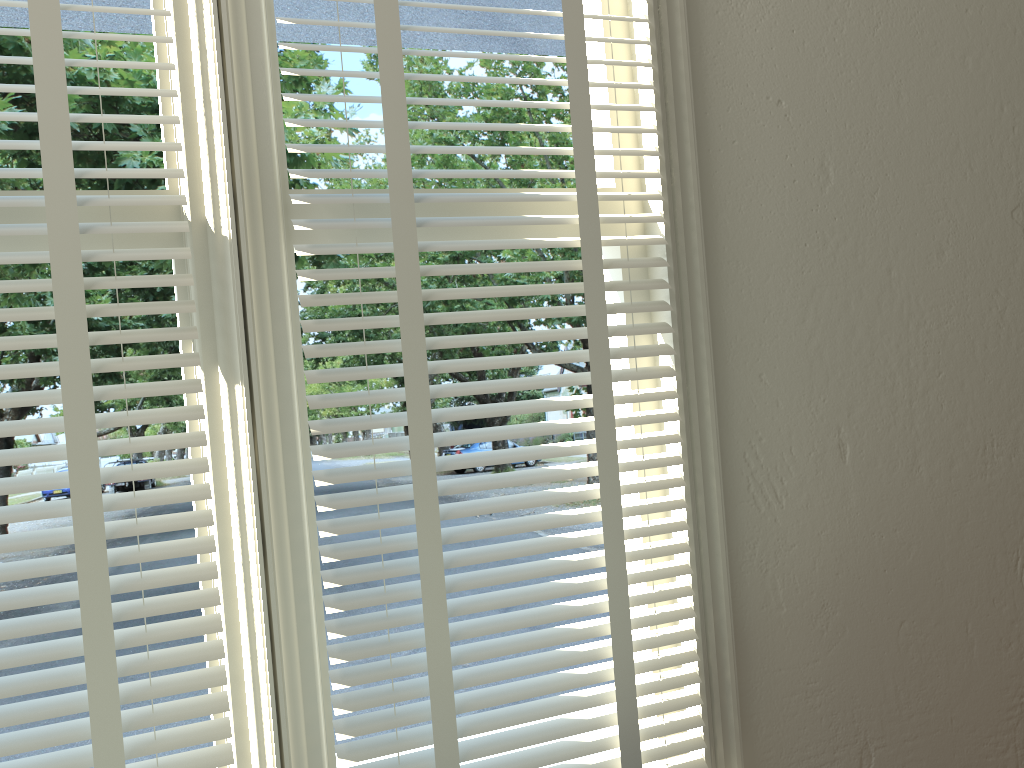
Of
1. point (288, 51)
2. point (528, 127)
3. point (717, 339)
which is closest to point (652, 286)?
point (717, 339)

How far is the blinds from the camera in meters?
1.0 m

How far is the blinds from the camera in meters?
1.0 m

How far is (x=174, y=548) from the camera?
1.1 meters

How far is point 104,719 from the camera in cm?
101
